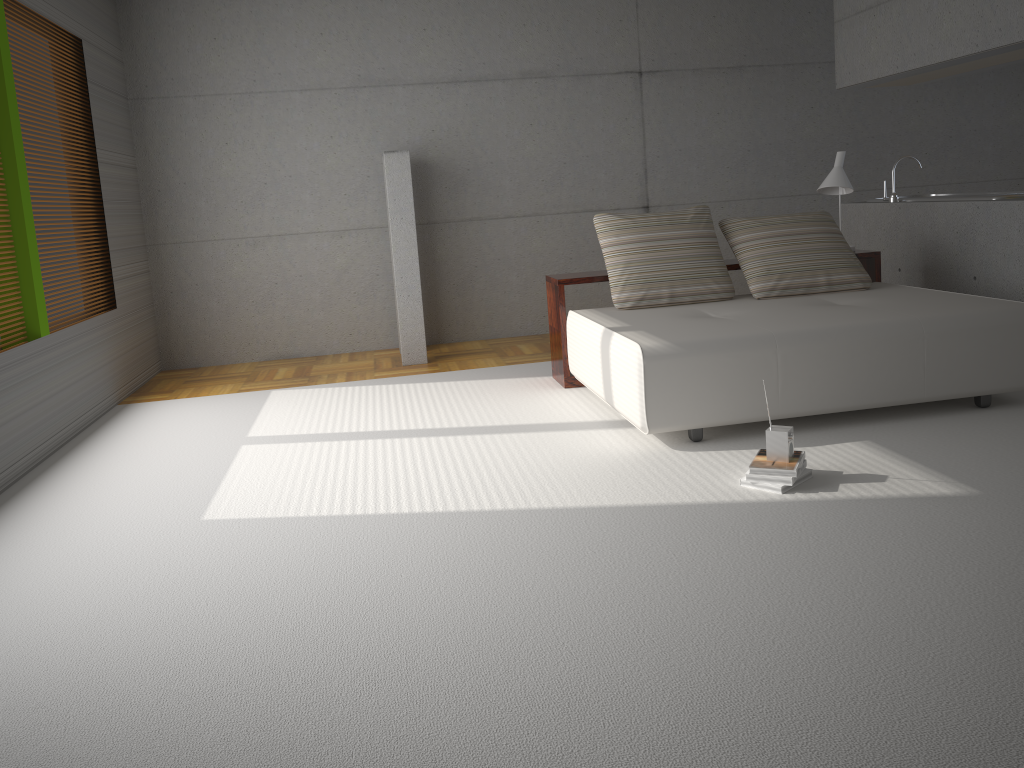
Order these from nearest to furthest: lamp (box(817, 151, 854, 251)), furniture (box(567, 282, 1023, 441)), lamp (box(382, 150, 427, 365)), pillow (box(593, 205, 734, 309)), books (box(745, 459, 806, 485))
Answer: books (box(745, 459, 806, 485)) → furniture (box(567, 282, 1023, 441)) → pillow (box(593, 205, 734, 309)) → lamp (box(817, 151, 854, 251)) → lamp (box(382, 150, 427, 365))

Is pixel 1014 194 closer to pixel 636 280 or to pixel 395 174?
pixel 636 280

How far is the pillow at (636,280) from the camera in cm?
542

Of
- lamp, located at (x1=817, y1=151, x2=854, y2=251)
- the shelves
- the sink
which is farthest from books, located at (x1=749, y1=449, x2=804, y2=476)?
the sink

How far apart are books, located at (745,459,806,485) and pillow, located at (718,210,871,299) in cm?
208

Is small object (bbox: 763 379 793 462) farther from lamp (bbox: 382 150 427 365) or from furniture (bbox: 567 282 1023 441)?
lamp (bbox: 382 150 427 365)

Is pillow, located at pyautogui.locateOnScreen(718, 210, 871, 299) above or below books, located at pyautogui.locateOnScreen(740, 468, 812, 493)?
above

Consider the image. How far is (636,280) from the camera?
5.42m

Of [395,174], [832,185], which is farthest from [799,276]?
[395,174]

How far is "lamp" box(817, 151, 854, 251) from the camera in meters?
6.0
